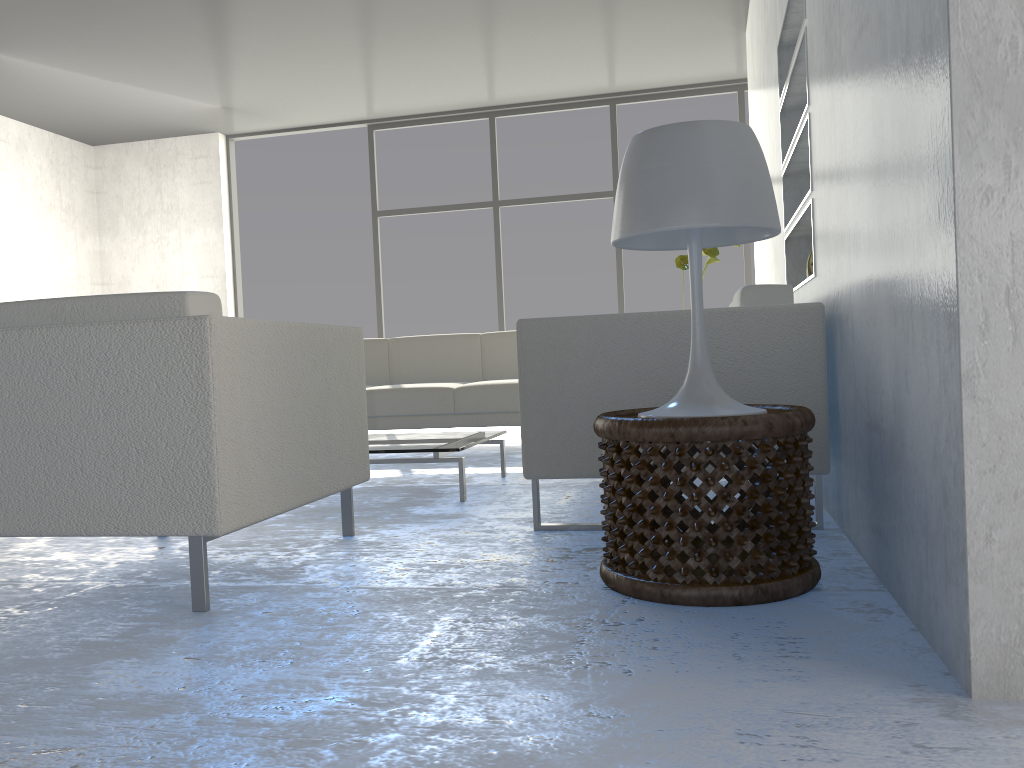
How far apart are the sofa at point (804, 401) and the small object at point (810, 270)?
0.86m

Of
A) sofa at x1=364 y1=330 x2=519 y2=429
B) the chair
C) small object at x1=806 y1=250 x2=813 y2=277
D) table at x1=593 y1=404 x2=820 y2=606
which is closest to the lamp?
table at x1=593 y1=404 x2=820 y2=606

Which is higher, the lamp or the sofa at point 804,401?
the lamp

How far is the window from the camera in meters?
6.7

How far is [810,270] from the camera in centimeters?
323cm

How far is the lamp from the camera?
1.69m

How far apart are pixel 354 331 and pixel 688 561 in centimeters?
119cm

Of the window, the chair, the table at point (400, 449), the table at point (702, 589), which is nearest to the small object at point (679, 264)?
the table at point (400, 449)

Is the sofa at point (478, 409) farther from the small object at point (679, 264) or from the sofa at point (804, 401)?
the sofa at point (804, 401)

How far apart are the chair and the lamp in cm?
78
